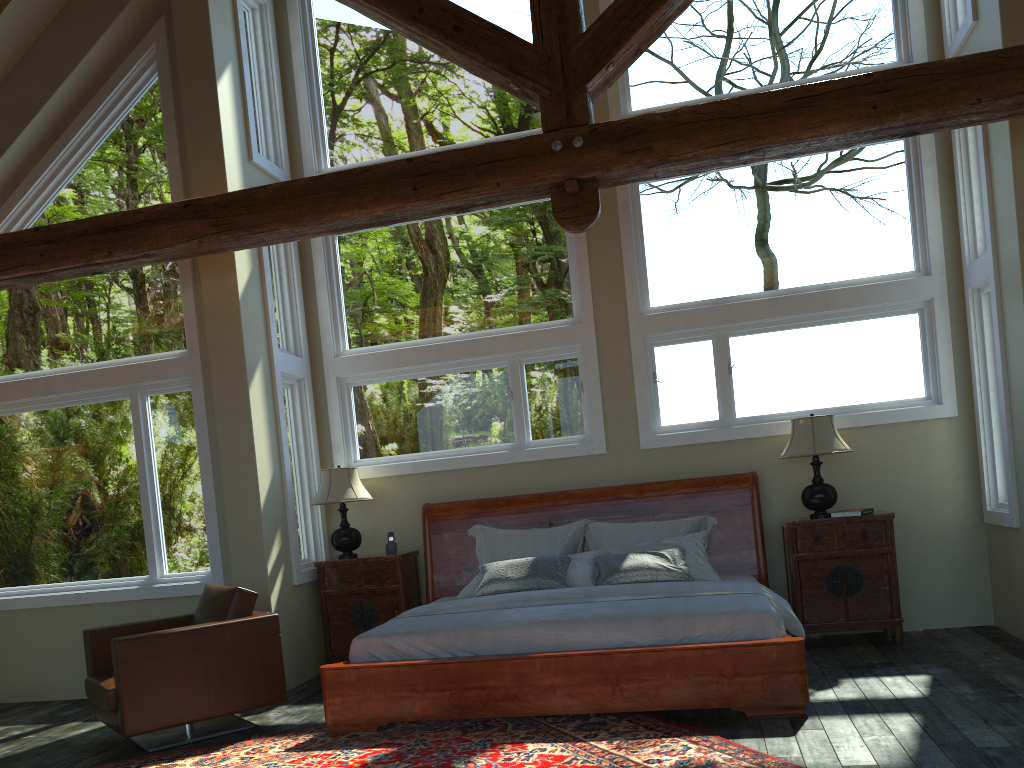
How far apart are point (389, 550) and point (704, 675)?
3.15m

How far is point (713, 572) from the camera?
6.17m

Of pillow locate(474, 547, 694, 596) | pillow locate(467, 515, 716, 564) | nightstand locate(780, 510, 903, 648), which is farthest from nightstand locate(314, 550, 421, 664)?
nightstand locate(780, 510, 903, 648)

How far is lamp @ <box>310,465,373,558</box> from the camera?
7.0m

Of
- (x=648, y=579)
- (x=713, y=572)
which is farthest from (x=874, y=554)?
(x=648, y=579)

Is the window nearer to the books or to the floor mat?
the books

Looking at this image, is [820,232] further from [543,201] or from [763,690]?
[763,690]

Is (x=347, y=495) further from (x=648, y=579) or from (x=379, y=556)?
(x=648, y=579)

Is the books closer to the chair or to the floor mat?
the floor mat

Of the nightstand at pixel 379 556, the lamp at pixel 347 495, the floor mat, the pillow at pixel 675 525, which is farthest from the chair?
the pillow at pixel 675 525
